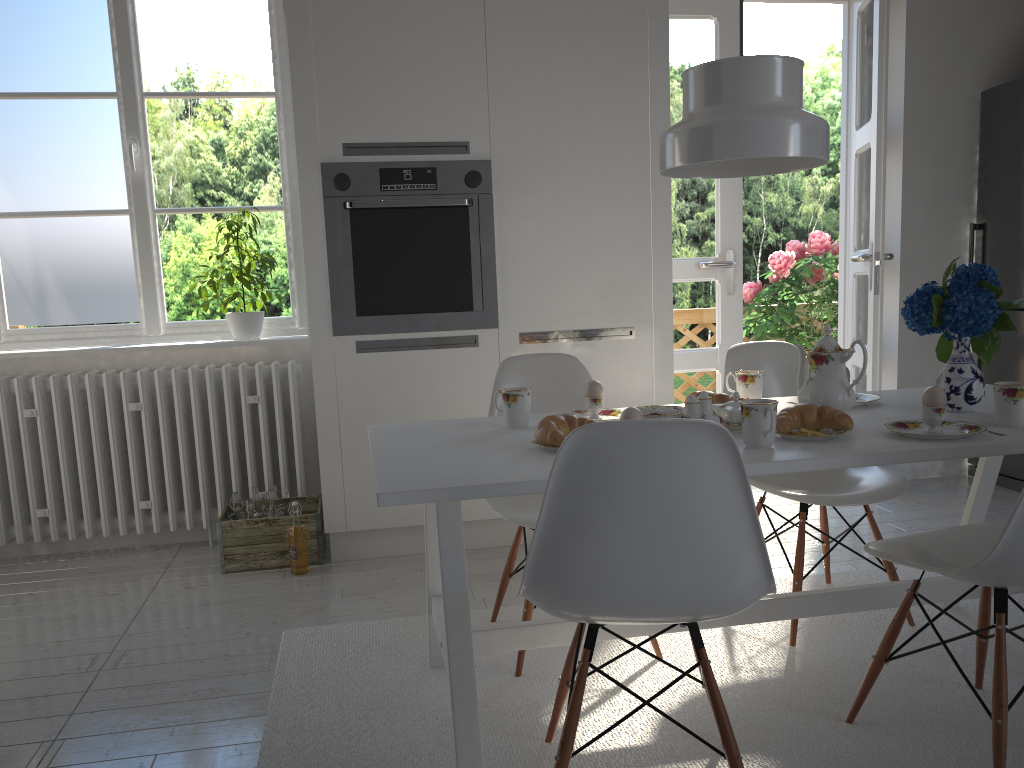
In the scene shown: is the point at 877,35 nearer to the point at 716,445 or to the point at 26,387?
the point at 716,445

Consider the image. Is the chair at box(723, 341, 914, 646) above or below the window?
below

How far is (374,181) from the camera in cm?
318

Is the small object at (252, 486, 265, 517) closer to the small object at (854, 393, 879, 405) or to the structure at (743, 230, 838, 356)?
the small object at (854, 393, 879, 405)

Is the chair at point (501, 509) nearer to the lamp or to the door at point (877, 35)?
the lamp

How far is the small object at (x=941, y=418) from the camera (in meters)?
1.85

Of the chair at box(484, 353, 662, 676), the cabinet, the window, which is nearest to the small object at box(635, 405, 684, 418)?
the chair at box(484, 353, 662, 676)

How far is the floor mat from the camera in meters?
1.9 m

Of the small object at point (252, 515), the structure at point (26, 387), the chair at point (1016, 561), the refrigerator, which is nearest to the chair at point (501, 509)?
the chair at point (1016, 561)

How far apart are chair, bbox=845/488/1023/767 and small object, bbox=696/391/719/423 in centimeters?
42cm
